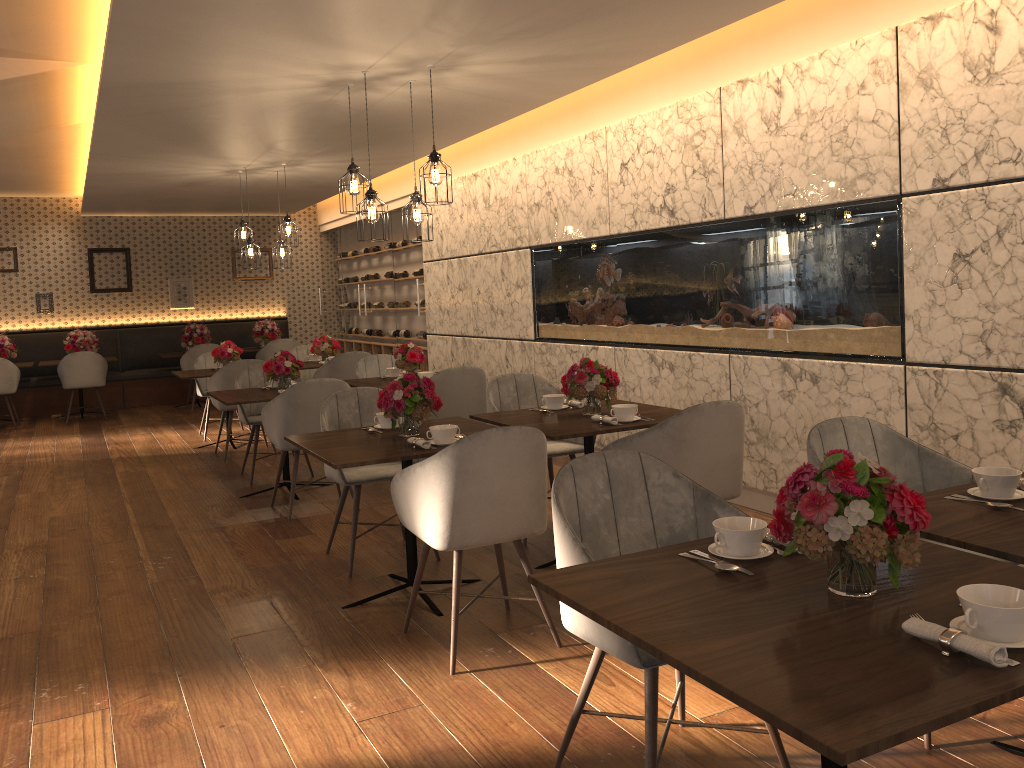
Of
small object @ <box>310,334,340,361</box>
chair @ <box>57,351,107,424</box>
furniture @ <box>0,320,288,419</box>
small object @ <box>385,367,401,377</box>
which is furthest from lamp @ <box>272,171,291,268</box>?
furniture @ <box>0,320,288,419</box>

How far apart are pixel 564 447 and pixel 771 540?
2.88m

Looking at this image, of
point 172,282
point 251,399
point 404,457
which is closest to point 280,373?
point 251,399

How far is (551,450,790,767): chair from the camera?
2.2m

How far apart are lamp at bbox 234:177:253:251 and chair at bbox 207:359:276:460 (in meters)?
1.66

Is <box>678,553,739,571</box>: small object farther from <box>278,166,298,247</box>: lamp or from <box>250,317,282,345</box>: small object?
<box>250,317,282,345</box>: small object

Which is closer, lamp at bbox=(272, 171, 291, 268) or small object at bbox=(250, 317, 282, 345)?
lamp at bbox=(272, 171, 291, 268)

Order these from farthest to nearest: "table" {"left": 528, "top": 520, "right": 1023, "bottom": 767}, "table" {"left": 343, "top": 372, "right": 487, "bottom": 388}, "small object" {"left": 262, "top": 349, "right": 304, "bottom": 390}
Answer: "table" {"left": 343, "top": 372, "right": 487, "bottom": 388}
"small object" {"left": 262, "top": 349, "right": 304, "bottom": 390}
"table" {"left": 528, "top": 520, "right": 1023, "bottom": 767}

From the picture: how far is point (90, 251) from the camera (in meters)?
12.19

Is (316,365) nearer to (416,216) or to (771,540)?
(416,216)
